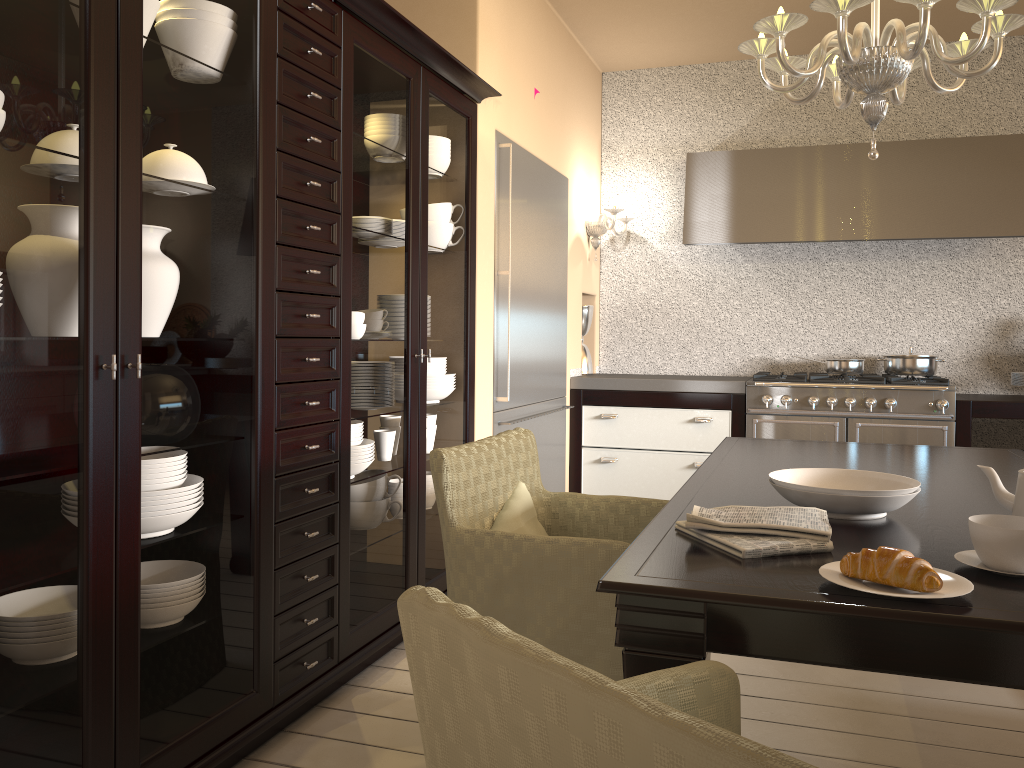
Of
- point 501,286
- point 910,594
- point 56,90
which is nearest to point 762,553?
point 910,594

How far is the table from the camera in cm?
114

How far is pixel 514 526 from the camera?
2.1 meters

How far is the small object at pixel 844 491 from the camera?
1.63m

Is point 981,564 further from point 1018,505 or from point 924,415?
point 924,415

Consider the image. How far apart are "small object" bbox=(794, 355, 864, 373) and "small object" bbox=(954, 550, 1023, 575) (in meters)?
3.31

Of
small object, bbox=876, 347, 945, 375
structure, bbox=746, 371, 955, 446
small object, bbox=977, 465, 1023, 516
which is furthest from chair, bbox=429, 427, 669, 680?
small object, bbox=876, 347, 945, 375

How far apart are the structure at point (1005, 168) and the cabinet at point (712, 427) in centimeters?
82cm

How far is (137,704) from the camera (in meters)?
1.69

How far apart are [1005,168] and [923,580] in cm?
381
